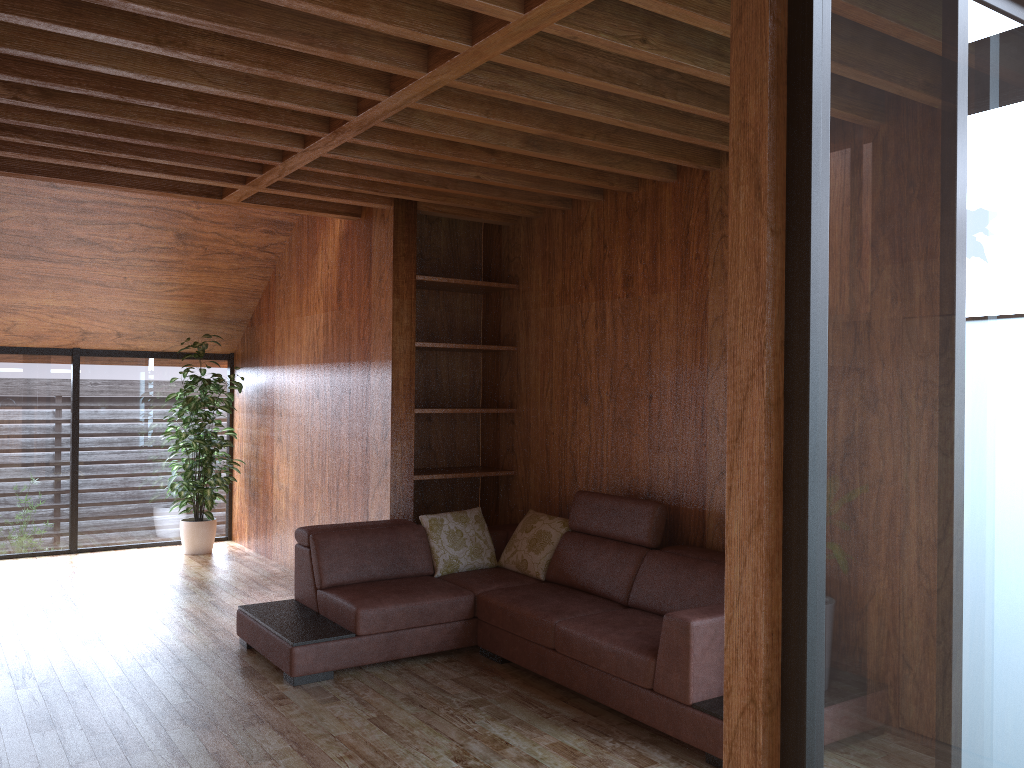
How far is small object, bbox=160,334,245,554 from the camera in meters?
6.6

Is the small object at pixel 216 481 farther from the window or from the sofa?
the sofa

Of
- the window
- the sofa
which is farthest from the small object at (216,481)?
the sofa

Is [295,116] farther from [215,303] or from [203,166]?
[215,303]

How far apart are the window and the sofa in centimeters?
133cm

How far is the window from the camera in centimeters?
Result: 142cm

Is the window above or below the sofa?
above

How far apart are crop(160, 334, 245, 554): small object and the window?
0.2 meters

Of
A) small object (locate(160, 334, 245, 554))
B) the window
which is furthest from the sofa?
small object (locate(160, 334, 245, 554))

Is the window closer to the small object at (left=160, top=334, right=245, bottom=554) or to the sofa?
the small object at (left=160, top=334, right=245, bottom=554)
